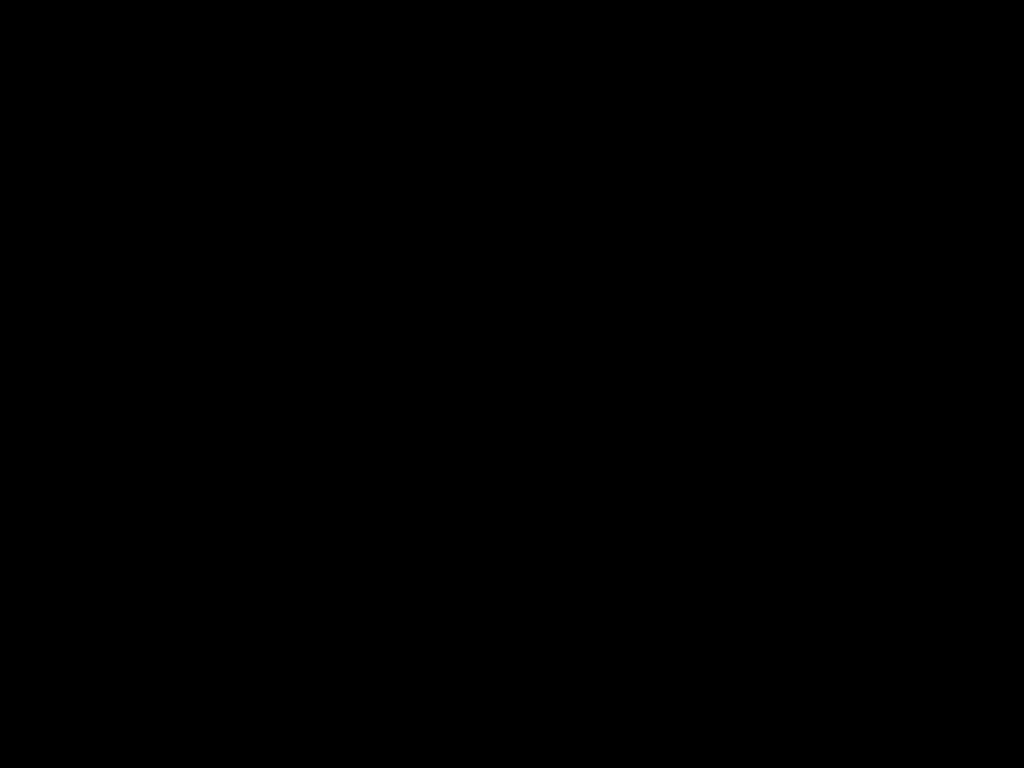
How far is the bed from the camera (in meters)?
0.22

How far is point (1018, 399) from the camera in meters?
1.5

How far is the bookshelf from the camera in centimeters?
150cm

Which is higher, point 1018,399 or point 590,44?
point 590,44

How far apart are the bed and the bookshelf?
0.0 meters

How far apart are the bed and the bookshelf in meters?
0.0 m

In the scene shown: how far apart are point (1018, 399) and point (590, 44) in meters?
1.5

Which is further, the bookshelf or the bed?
the bookshelf

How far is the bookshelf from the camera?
1.50m
